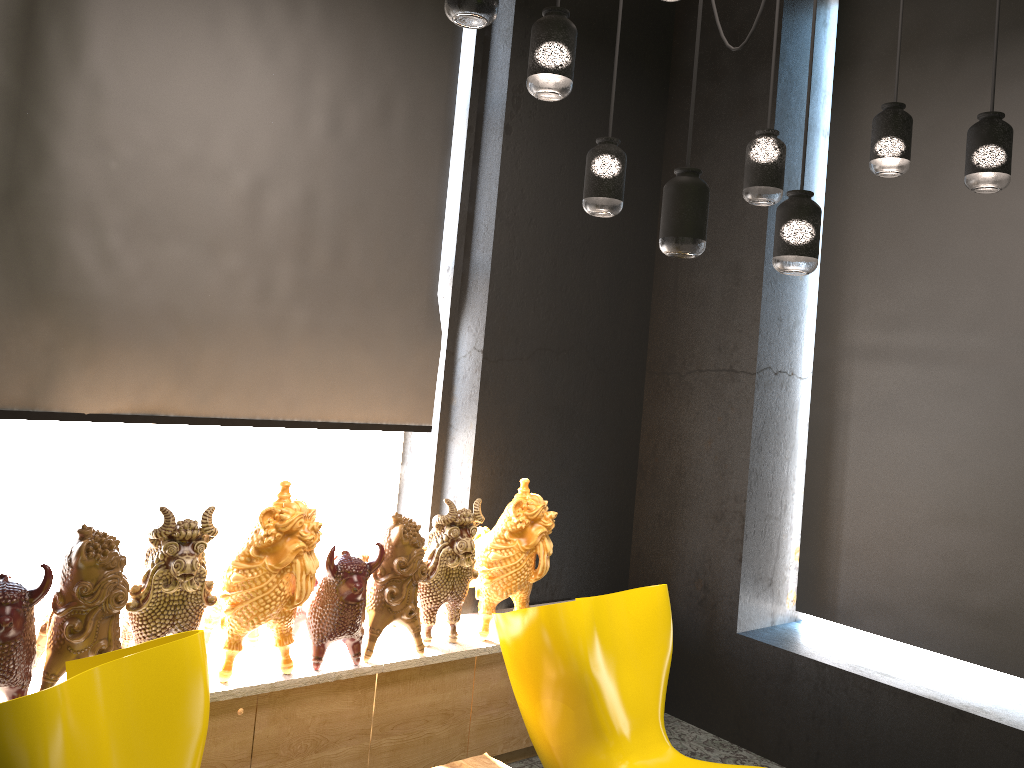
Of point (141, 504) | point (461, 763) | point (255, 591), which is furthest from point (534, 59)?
point (141, 504)

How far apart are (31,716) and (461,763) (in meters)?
1.60

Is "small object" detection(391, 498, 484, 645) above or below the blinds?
below

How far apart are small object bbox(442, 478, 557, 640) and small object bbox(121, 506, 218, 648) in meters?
1.1

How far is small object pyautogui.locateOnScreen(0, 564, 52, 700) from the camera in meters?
2.4

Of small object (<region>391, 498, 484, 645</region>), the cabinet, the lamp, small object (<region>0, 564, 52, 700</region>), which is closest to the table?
the cabinet

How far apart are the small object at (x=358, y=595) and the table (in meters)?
0.50

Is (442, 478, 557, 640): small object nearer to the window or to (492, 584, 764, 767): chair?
(492, 584, 764, 767): chair

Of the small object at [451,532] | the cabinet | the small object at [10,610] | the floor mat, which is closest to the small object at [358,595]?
the cabinet

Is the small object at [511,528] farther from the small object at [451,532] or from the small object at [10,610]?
the small object at [10,610]
